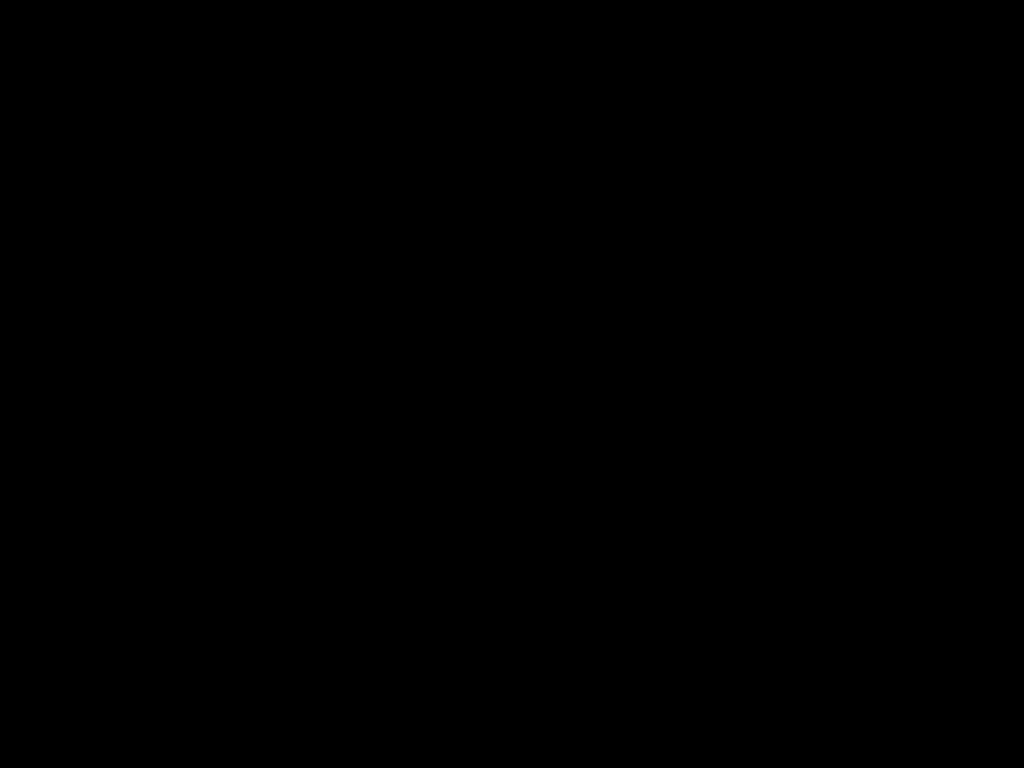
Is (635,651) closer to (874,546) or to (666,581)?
(666,581)
